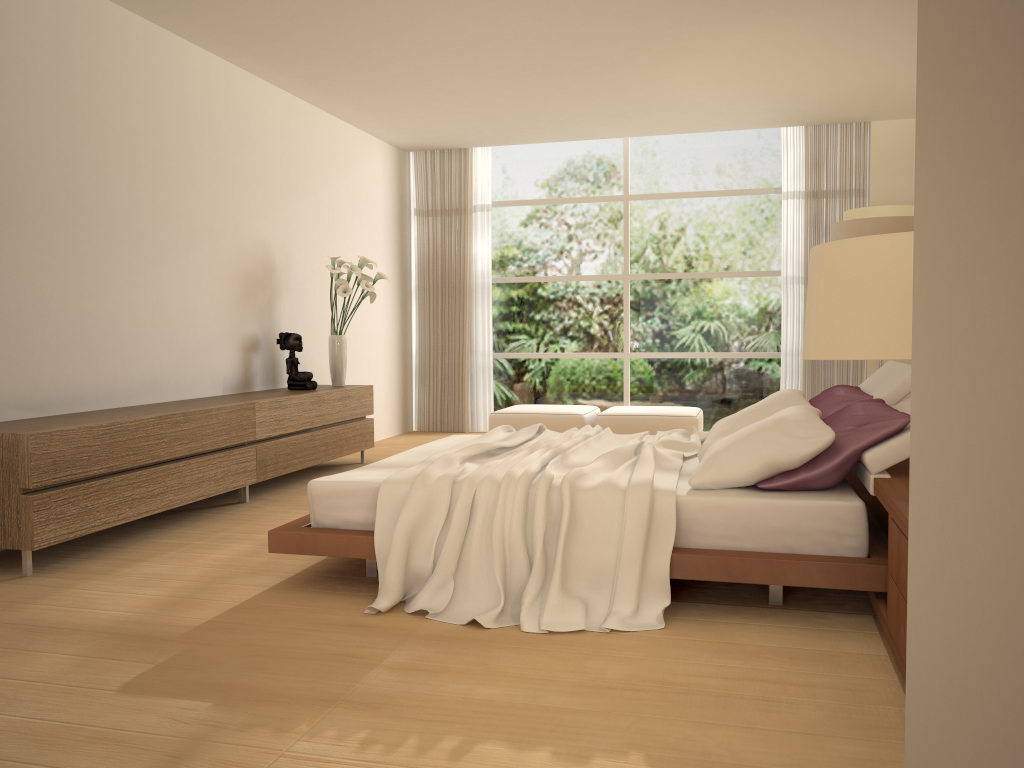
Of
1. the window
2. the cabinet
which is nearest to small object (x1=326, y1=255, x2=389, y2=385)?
the cabinet

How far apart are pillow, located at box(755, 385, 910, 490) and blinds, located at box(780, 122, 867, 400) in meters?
4.4

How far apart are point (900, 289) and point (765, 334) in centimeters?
792cm

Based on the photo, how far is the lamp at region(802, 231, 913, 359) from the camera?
1.54m

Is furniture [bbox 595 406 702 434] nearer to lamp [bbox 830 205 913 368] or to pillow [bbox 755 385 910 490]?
lamp [bbox 830 205 913 368]

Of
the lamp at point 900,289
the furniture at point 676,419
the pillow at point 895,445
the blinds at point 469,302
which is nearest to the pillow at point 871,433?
the pillow at point 895,445

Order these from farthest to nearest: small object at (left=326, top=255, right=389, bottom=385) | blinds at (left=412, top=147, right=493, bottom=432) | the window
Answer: blinds at (left=412, top=147, right=493, bottom=432)
the window
small object at (left=326, top=255, right=389, bottom=385)

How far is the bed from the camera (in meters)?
3.29

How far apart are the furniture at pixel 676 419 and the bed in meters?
2.8

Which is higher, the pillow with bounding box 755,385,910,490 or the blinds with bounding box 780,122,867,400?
the blinds with bounding box 780,122,867,400
